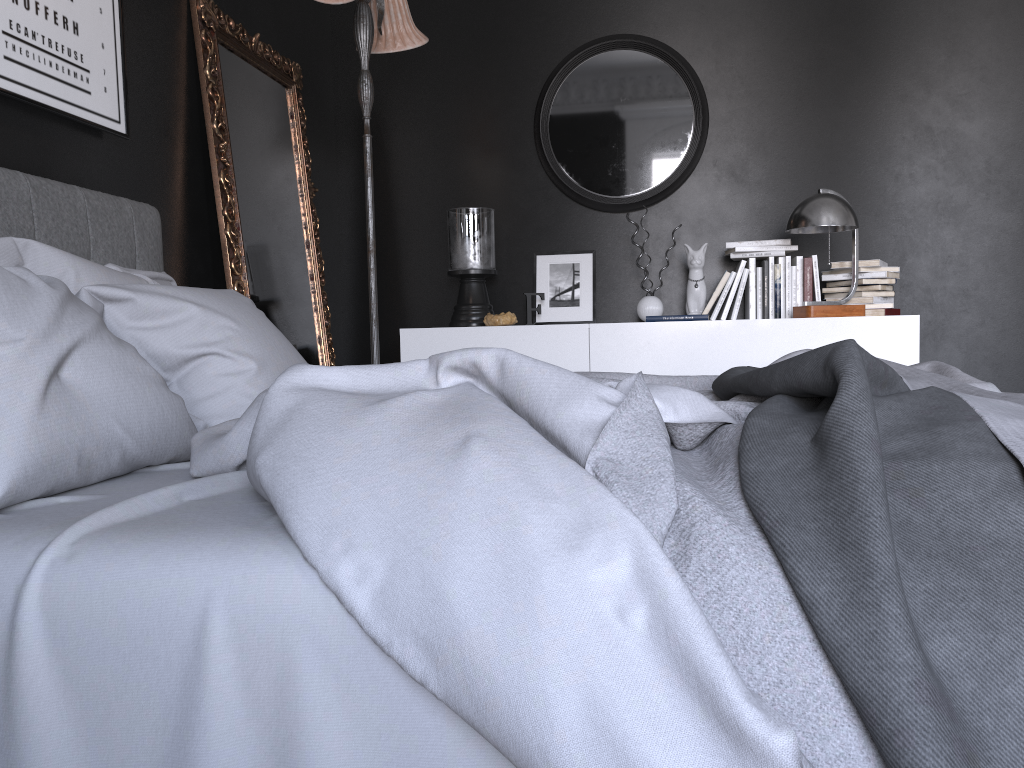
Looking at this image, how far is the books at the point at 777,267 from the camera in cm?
430

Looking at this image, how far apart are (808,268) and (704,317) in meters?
0.6

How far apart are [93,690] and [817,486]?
0.9 meters

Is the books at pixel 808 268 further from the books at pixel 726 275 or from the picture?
the picture

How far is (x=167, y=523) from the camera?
1.2m

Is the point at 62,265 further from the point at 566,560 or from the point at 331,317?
the point at 331,317

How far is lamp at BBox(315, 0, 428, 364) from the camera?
3.4 meters

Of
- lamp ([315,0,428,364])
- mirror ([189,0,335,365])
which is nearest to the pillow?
mirror ([189,0,335,365])

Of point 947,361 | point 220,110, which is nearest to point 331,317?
point 220,110

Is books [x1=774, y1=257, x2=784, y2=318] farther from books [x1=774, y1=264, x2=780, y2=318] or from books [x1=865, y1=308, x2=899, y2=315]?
books [x1=865, y1=308, x2=899, y2=315]
